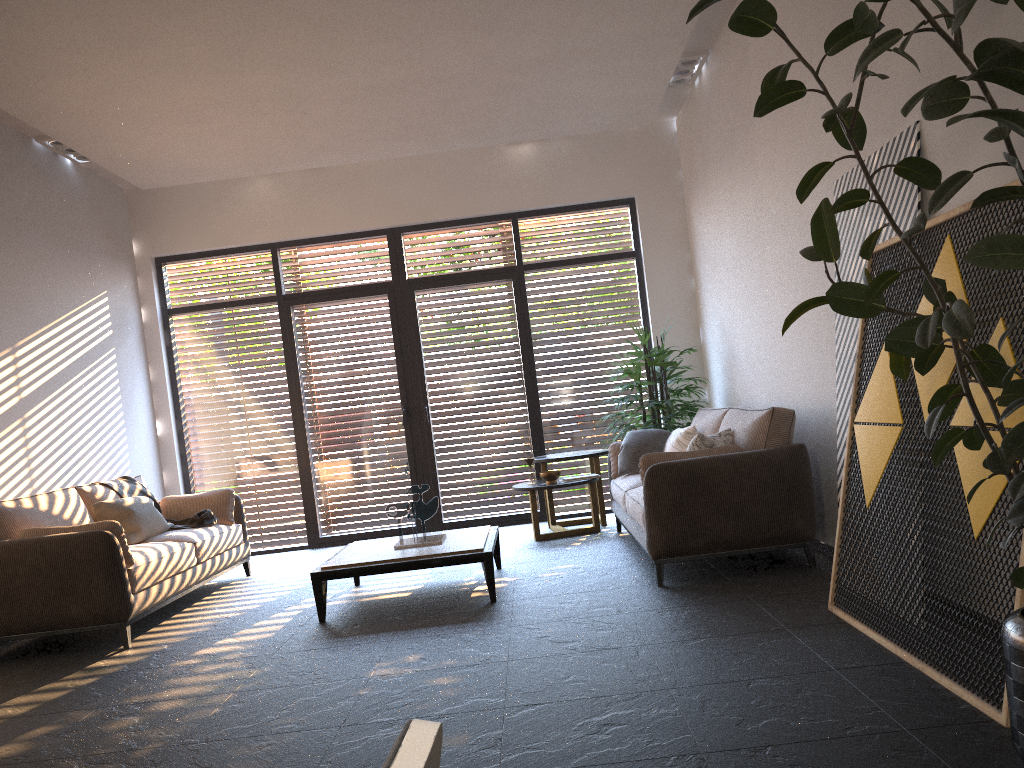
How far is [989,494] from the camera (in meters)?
2.75

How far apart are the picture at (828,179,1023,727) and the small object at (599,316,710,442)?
3.18m

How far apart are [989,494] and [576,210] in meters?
6.0 m

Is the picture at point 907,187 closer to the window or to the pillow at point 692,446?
the pillow at point 692,446

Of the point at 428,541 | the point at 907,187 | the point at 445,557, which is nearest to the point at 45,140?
the point at 428,541

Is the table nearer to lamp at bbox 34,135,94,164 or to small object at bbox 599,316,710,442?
small object at bbox 599,316,710,442

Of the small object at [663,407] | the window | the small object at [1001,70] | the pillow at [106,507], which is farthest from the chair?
the window

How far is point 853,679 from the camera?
3.0 meters

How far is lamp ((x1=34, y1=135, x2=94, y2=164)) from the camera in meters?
6.7

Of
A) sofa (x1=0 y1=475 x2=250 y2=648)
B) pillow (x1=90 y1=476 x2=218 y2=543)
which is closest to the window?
sofa (x1=0 y1=475 x2=250 y2=648)
